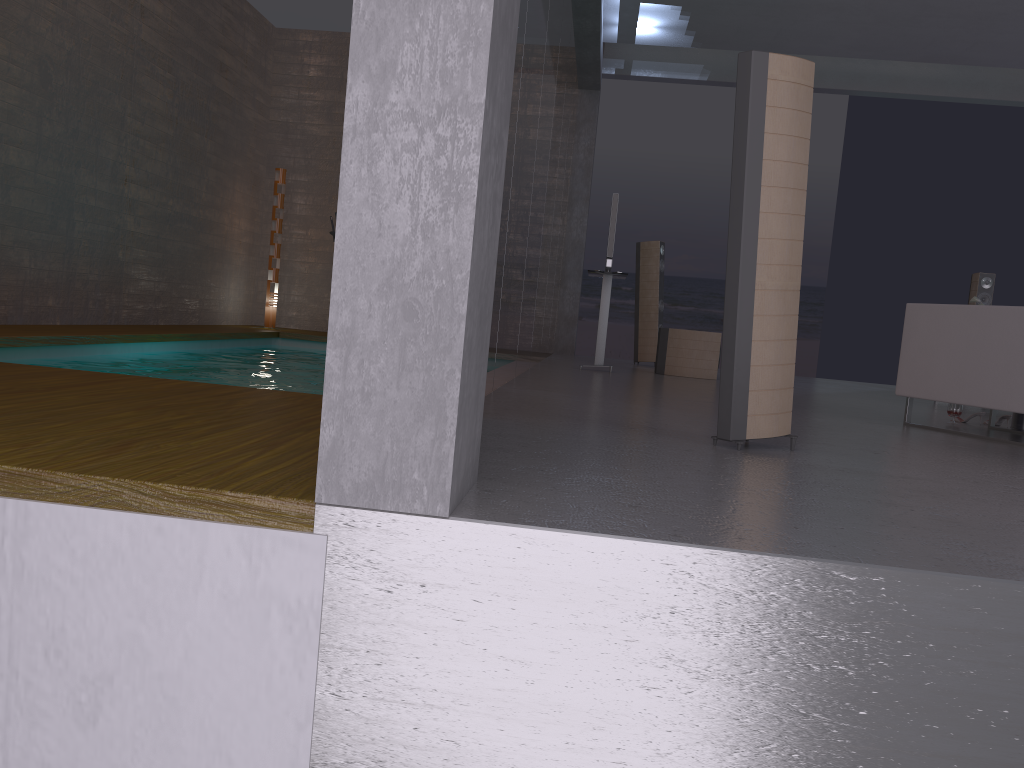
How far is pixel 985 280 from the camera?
9.5m

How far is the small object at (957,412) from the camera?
5.7m

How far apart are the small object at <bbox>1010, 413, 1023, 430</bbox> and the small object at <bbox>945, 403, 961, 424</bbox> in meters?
0.3 m

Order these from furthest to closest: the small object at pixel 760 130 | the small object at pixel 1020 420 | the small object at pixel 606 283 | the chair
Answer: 1. the small object at pixel 606 283
2. the small object at pixel 1020 420
3. the chair
4. the small object at pixel 760 130

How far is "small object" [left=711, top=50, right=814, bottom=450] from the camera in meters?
3.2 m

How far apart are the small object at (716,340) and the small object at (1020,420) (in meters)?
3.23

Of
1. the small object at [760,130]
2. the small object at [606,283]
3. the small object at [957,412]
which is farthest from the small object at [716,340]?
the small object at [760,130]

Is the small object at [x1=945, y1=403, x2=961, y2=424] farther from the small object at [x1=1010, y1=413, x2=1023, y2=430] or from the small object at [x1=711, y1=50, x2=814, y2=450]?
the small object at [x1=711, y1=50, x2=814, y2=450]

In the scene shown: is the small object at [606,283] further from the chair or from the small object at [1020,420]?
the small object at [1020,420]

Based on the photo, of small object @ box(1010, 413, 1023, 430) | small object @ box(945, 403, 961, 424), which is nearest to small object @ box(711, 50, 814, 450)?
small object @ box(945, 403, 961, 424)
